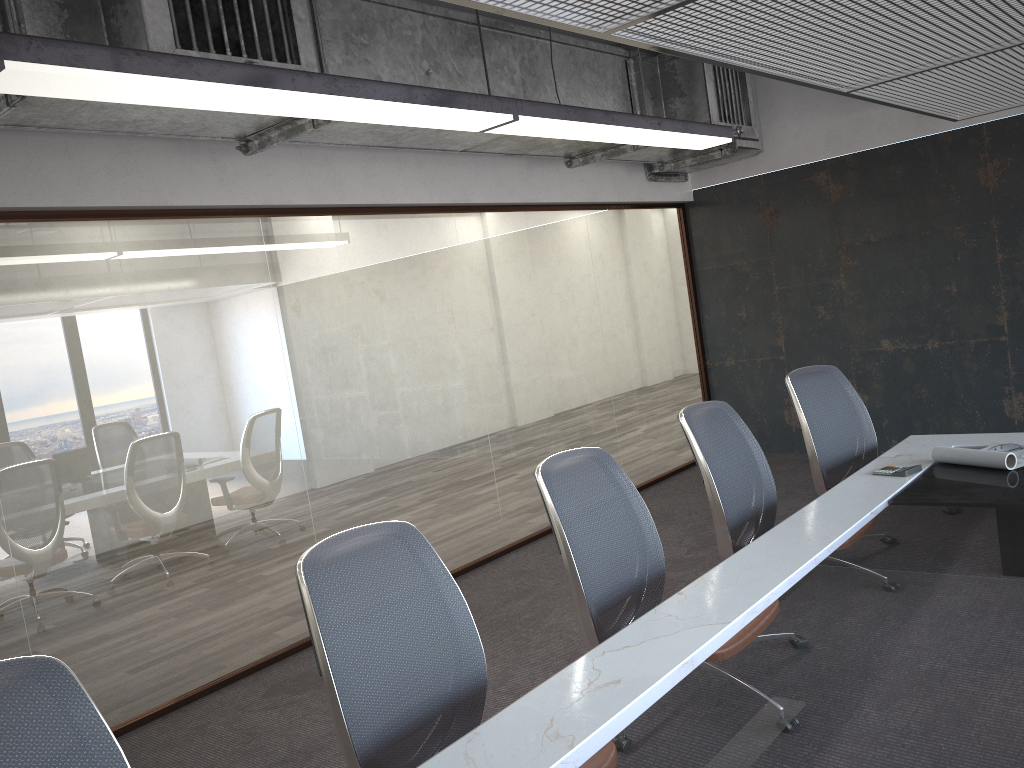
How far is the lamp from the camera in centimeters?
231cm

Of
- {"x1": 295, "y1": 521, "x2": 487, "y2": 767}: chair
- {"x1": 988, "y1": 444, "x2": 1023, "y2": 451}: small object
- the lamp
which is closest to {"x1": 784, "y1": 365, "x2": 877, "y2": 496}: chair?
{"x1": 988, "y1": 444, "x2": 1023, "y2": 451}: small object

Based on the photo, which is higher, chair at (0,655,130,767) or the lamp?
the lamp

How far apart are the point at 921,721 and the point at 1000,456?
2.1 meters

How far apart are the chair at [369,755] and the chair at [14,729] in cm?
48

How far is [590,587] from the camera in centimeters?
280cm

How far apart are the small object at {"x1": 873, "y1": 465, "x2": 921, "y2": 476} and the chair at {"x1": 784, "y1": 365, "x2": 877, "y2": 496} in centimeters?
47cm

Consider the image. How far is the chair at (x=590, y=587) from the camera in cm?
280

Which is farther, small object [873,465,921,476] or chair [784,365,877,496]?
chair [784,365,877,496]

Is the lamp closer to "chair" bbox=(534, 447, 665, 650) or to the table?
"chair" bbox=(534, 447, 665, 650)
